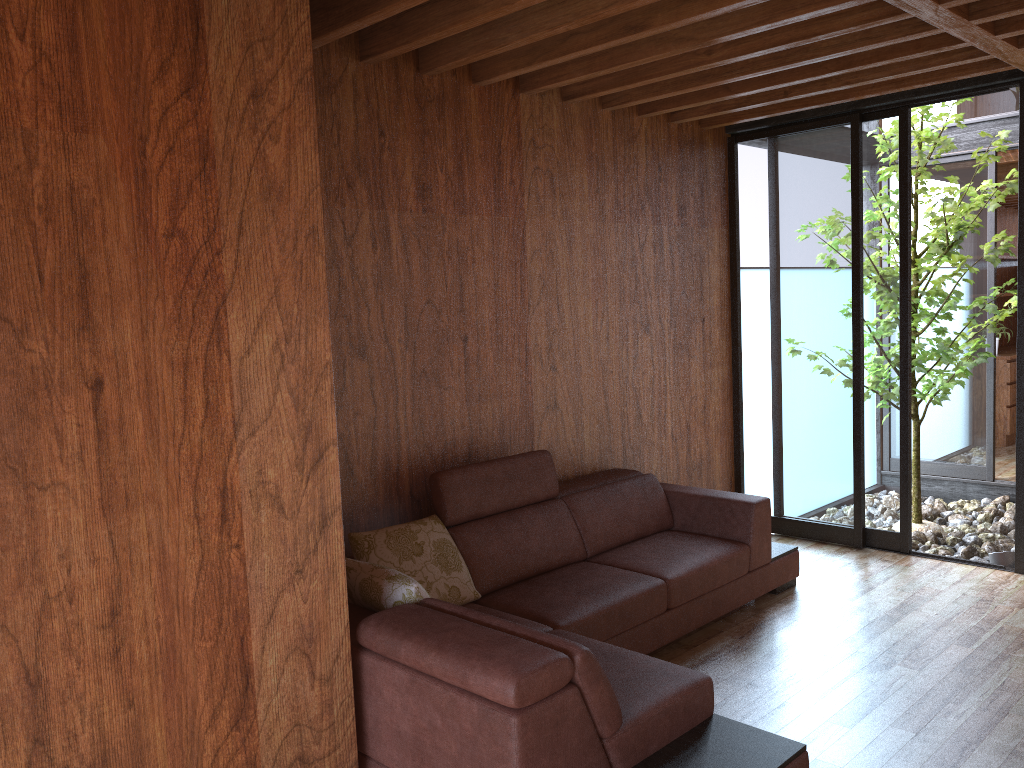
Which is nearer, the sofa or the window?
the sofa

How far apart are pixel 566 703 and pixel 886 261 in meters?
3.3

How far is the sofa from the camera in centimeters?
208cm

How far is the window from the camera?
4.5m

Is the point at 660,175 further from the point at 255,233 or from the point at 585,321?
the point at 255,233

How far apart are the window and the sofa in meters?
0.8 m

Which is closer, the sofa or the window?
the sofa

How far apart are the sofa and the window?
0.8m
